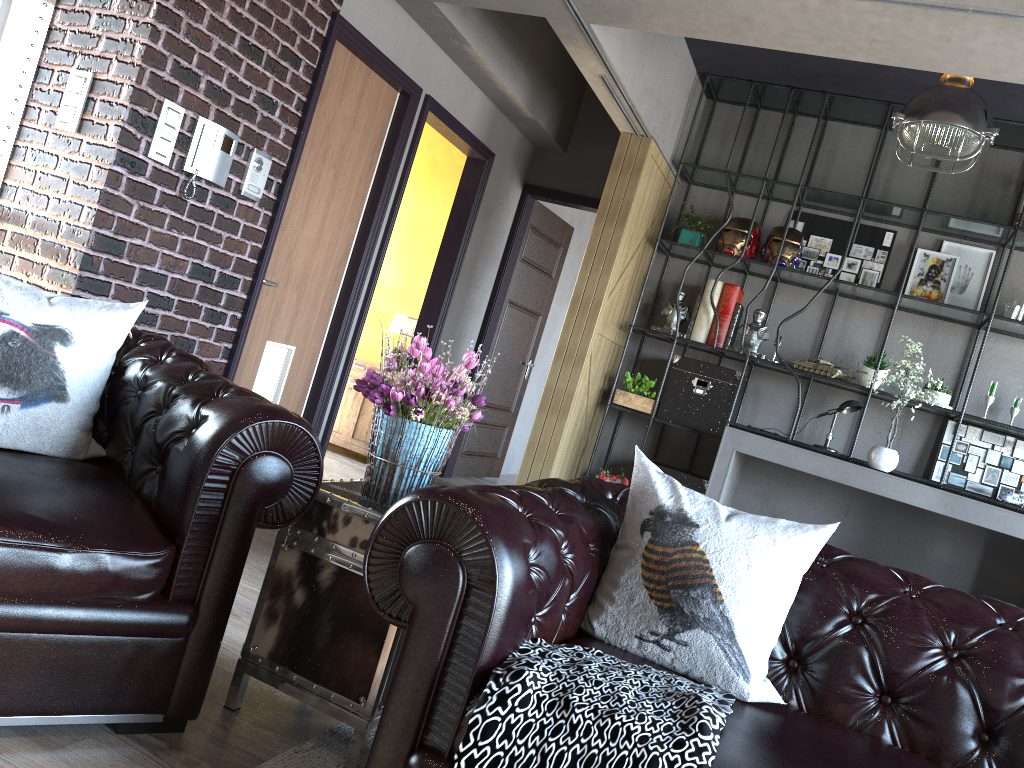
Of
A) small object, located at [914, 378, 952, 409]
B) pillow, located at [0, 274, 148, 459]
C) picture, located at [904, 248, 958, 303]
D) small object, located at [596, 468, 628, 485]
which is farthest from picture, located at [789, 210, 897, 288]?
pillow, located at [0, 274, 148, 459]

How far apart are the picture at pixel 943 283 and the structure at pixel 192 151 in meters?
4.5 m

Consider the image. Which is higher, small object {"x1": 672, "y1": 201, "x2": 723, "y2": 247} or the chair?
small object {"x1": 672, "y1": 201, "x2": 723, "y2": 247}

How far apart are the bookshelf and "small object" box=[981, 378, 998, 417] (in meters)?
0.16

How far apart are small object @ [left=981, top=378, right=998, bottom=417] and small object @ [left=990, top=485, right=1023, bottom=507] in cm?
61

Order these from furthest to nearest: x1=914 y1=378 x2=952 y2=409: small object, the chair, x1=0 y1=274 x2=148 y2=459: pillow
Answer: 1. x1=914 y1=378 x2=952 y2=409: small object
2. x1=0 y1=274 x2=148 y2=459: pillow
3. the chair

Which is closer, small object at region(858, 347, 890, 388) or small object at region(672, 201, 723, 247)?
small object at region(858, 347, 890, 388)

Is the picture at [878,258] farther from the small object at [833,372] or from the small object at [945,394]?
the small object at [945,394]

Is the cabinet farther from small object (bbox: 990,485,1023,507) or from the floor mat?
the floor mat

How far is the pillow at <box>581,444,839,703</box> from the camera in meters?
2.0
